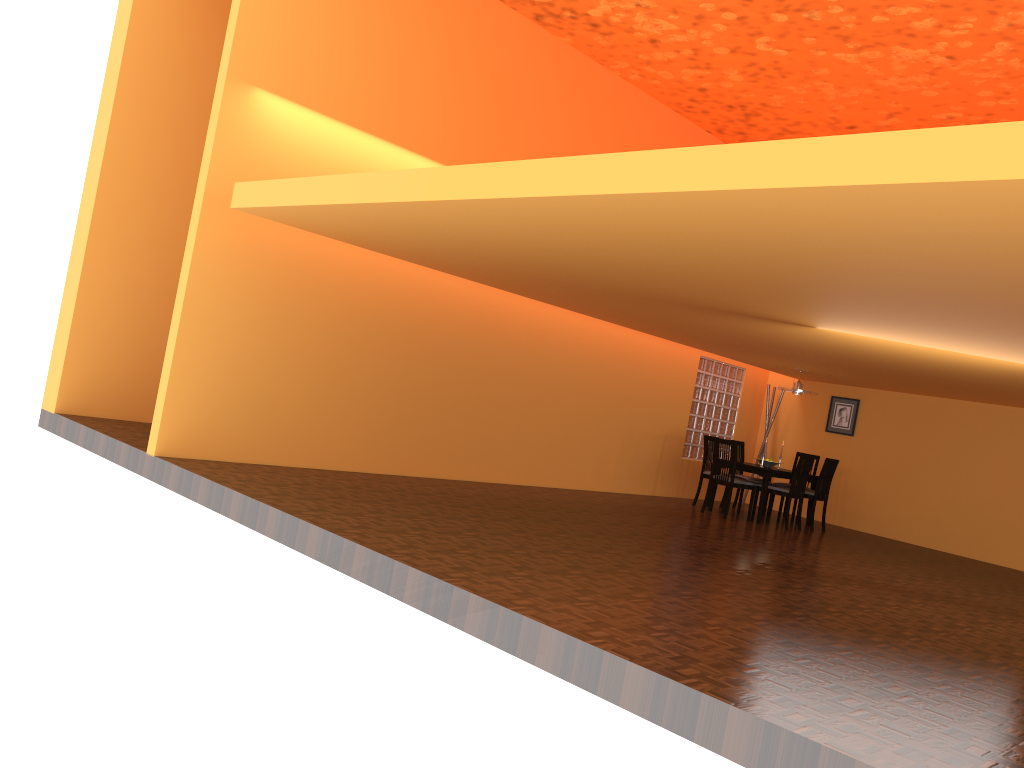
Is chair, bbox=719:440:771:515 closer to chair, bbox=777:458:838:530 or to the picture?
chair, bbox=777:458:838:530

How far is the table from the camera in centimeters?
917cm

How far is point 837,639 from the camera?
4.2 meters

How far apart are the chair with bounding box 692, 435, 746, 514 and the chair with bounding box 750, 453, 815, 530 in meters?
0.8 m

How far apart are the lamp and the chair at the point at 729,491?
1.3m

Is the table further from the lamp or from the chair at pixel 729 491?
the lamp

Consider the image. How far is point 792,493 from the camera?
9.15m

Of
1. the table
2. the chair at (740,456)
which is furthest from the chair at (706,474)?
the chair at (740,456)

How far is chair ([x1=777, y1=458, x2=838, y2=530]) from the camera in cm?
956

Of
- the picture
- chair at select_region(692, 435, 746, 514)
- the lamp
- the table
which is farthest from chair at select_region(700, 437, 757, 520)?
the picture
